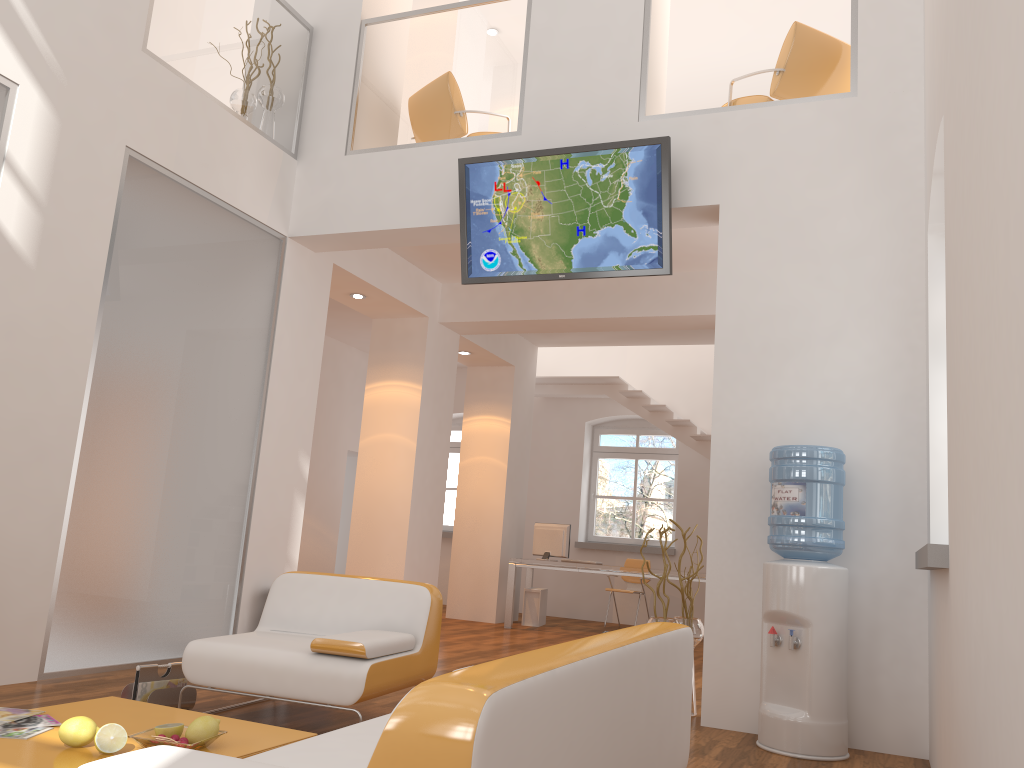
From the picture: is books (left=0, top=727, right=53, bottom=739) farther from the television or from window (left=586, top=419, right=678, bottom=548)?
window (left=586, top=419, right=678, bottom=548)

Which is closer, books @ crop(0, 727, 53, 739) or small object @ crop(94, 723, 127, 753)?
small object @ crop(94, 723, 127, 753)

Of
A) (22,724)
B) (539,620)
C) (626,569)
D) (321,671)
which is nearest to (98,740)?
(22,724)

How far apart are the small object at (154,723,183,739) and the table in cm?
7

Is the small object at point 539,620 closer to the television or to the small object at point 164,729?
the television

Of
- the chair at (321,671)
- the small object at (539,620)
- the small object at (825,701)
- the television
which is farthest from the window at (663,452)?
the chair at (321,671)

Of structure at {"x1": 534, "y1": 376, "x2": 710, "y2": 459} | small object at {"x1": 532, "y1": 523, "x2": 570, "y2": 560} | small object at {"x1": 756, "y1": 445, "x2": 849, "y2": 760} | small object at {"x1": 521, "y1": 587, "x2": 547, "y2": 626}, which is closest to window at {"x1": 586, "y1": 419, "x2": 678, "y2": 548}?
structure at {"x1": 534, "y1": 376, "x2": 710, "y2": 459}

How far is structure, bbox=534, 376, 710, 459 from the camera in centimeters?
1079cm

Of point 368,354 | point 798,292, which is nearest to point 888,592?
point 798,292

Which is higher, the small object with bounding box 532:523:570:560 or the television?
the television
